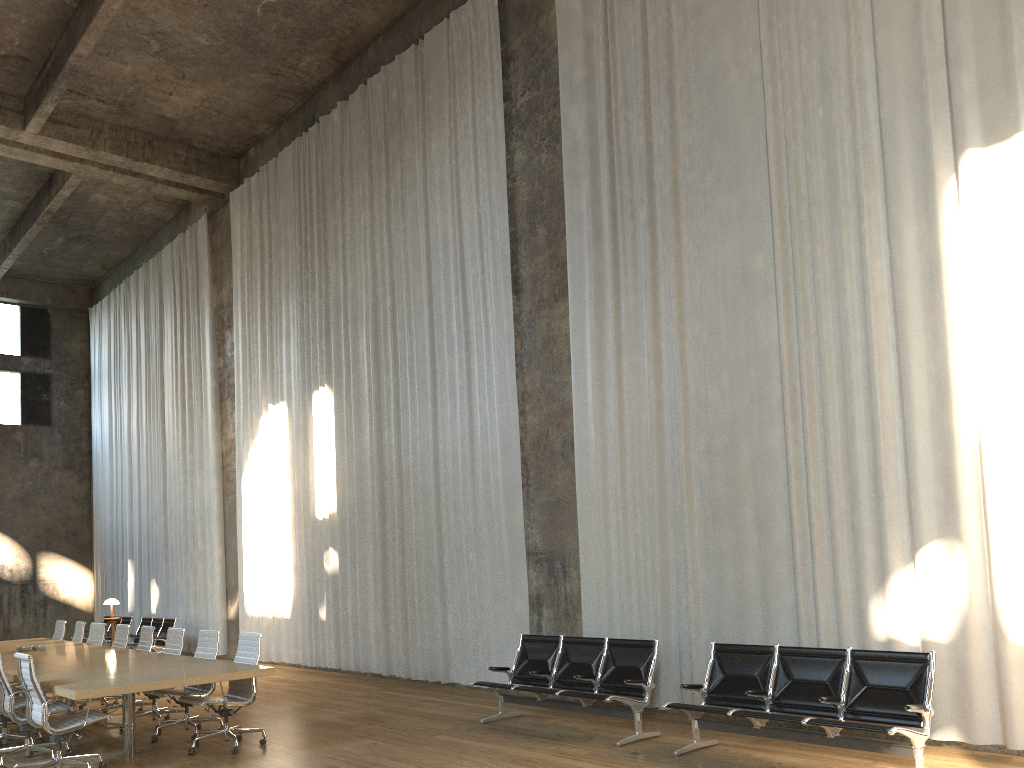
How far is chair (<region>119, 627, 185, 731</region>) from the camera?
9.2m

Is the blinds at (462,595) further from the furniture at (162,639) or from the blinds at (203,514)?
the furniture at (162,639)

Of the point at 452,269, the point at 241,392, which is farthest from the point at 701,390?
the point at 241,392

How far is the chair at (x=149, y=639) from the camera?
9.91m

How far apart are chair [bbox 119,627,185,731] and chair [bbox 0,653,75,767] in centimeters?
142cm

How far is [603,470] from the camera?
9.20m

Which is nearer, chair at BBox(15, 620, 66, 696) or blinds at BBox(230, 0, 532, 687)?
blinds at BBox(230, 0, 532, 687)

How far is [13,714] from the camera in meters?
7.2

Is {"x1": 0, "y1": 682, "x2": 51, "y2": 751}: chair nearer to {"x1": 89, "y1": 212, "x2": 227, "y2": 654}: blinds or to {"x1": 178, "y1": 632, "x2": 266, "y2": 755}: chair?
{"x1": 178, "y1": 632, "x2": 266, "y2": 755}: chair

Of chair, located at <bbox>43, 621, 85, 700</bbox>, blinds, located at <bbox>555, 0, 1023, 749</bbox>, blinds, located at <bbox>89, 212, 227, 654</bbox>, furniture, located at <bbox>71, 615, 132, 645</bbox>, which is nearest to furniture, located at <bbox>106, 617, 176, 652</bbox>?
blinds, located at <bbox>89, 212, 227, 654</bbox>
